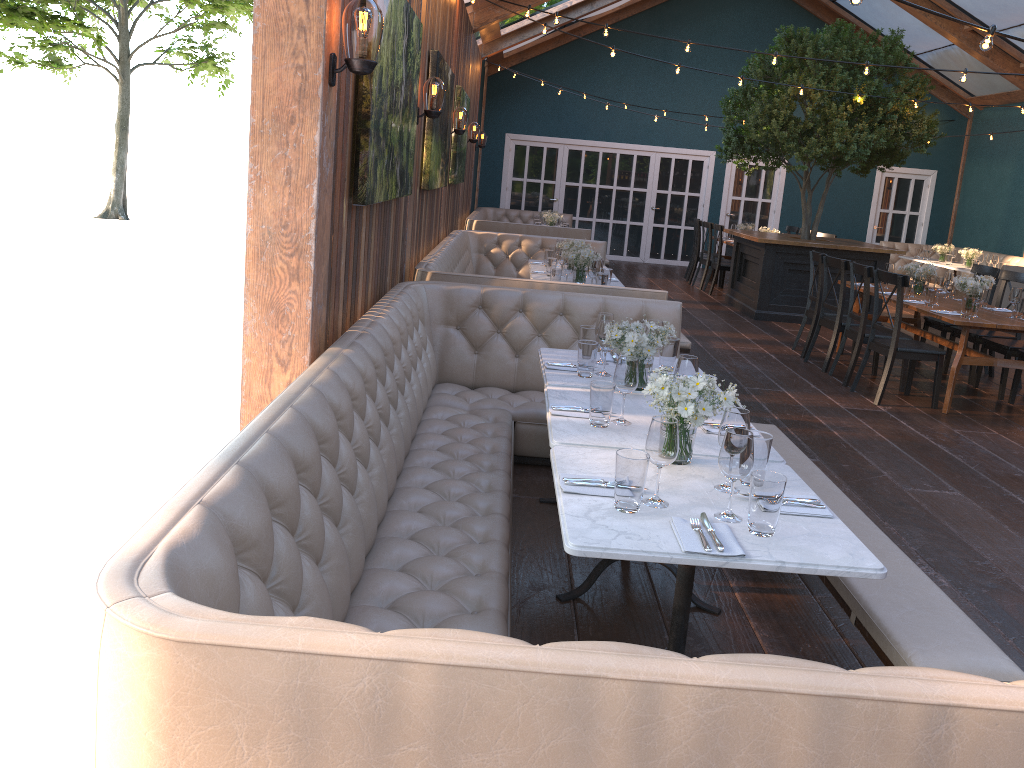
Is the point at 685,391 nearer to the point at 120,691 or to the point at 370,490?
the point at 370,490

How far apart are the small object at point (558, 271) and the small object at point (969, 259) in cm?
928

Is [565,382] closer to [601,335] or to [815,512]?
[601,335]

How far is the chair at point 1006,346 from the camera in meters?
7.4 m

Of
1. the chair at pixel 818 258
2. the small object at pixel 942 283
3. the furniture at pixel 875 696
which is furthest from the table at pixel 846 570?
the chair at pixel 818 258

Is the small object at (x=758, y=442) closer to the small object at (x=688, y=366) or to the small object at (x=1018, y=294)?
the small object at (x=688, y=366)

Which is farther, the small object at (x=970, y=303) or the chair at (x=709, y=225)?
the chair at (x=709, y=225)

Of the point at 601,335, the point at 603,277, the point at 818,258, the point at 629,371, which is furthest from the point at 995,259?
the point at 629,371

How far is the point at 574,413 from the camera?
3.3m

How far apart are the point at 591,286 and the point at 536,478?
1.62m
